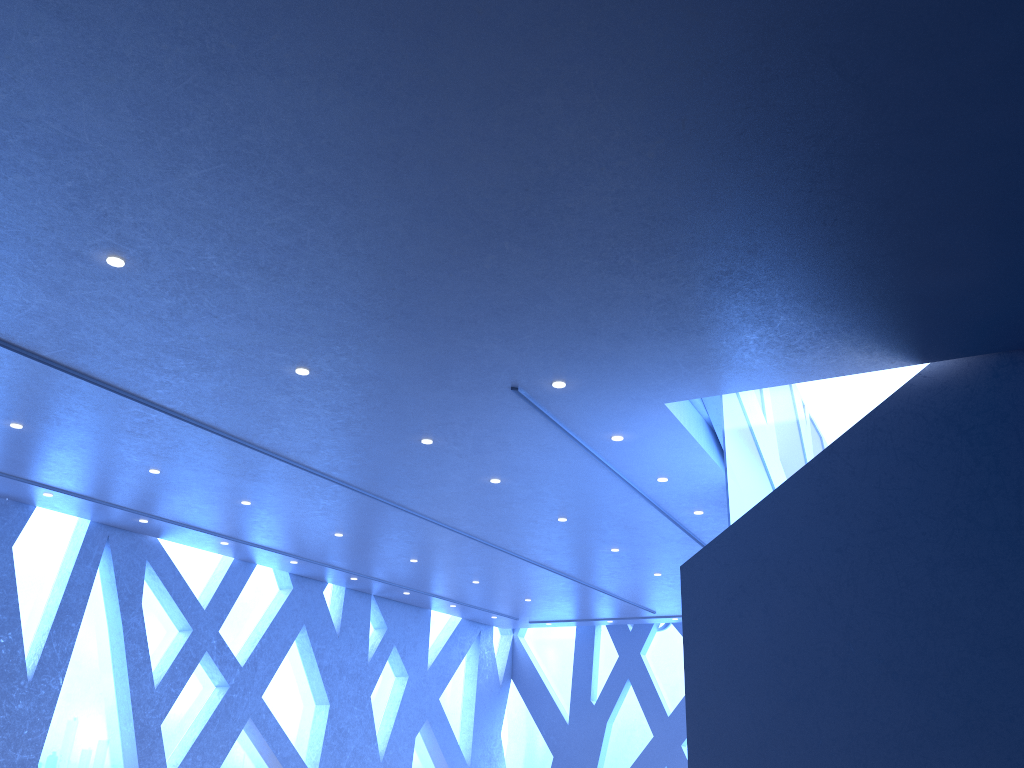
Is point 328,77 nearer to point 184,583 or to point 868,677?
point 868,677
